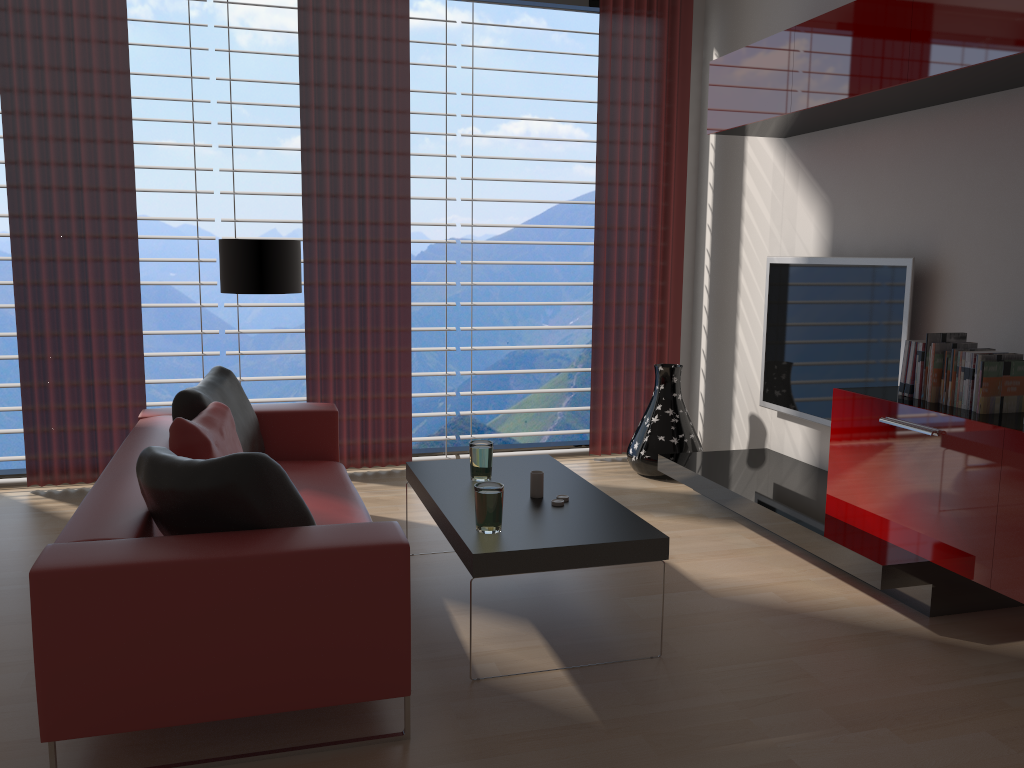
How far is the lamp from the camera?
6.1m

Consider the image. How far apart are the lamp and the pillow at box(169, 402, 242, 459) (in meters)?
1.36

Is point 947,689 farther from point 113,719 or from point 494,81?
point 494,81

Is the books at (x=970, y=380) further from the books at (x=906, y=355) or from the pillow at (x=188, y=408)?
the pillow at (x=188, y=408)

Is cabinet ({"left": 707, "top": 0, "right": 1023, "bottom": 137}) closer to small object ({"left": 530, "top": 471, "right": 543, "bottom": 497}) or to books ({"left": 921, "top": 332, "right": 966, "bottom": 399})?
books ({"left": 921, "top": 332, "right": 966, "bottom": 399})

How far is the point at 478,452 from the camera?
4.93m

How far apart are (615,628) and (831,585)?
1.4 meters

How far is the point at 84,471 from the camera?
6.9 meters

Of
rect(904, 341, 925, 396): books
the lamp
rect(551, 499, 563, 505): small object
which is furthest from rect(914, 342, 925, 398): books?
the lamp

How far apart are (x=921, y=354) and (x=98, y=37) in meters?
6.1 m
